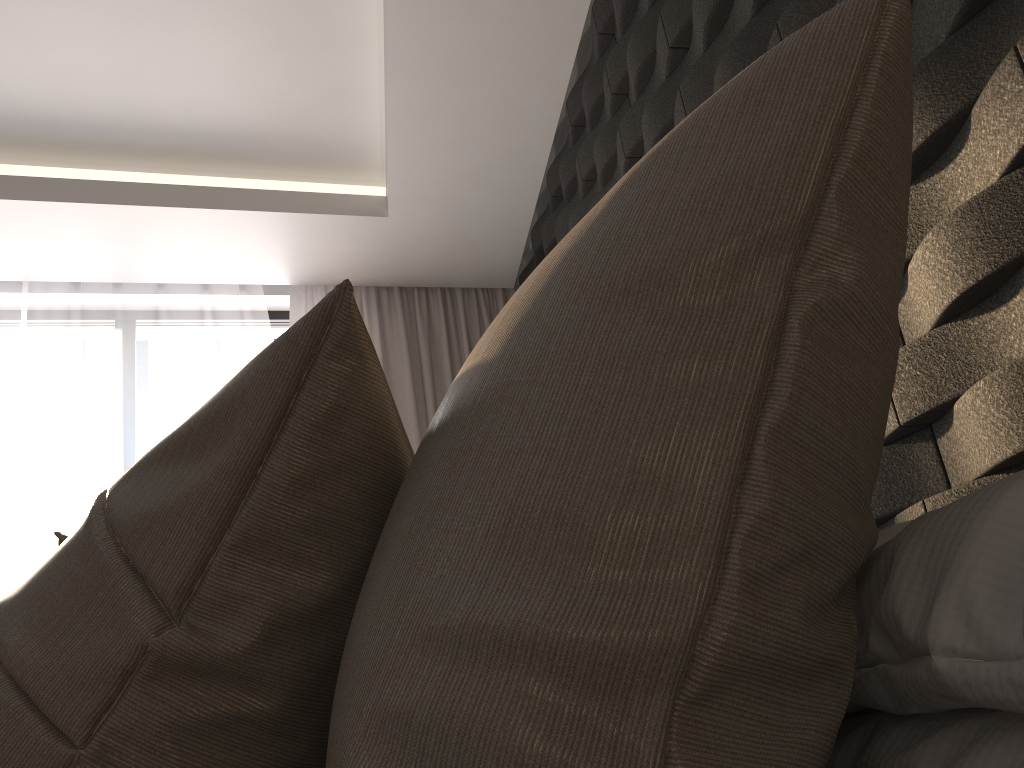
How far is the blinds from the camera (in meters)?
3.66

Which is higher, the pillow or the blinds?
the blinds

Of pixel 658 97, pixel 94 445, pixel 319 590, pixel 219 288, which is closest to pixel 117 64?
pixel 219 288

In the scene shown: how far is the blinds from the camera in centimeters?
366cm

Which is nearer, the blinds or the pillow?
the pillow

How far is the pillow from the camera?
0.41m

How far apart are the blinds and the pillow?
2.87m

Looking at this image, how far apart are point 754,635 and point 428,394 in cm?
329

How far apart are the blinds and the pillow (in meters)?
2.87

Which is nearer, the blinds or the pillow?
the pillow
